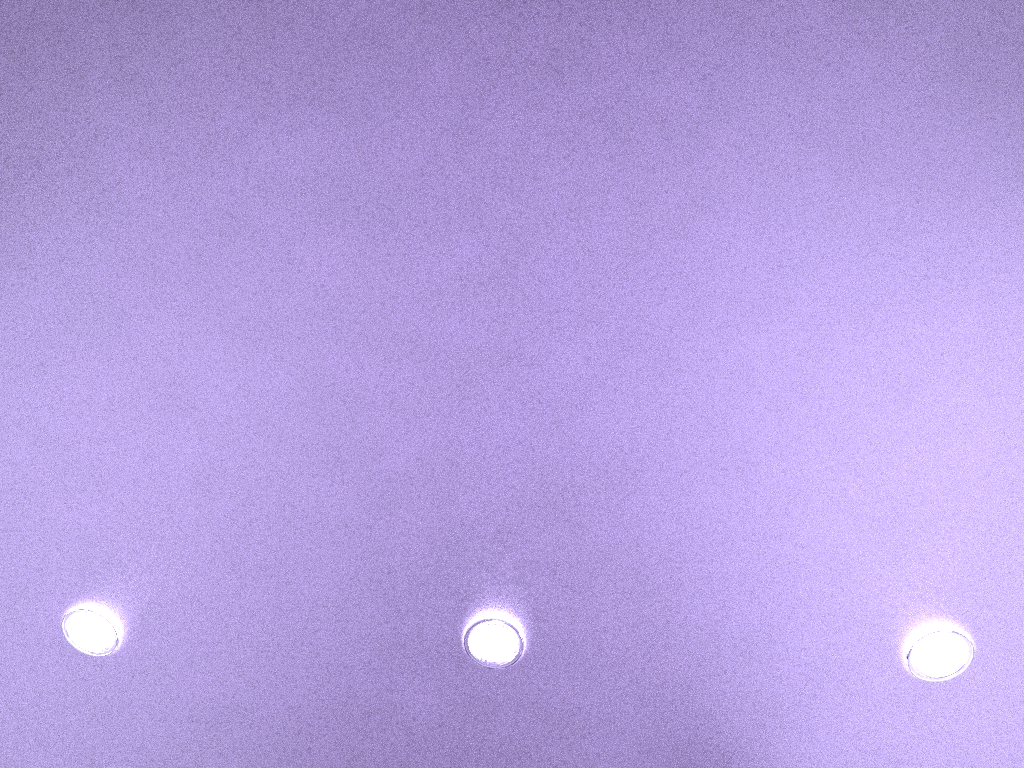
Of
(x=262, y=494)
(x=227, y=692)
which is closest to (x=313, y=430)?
(x=262, y=494)
